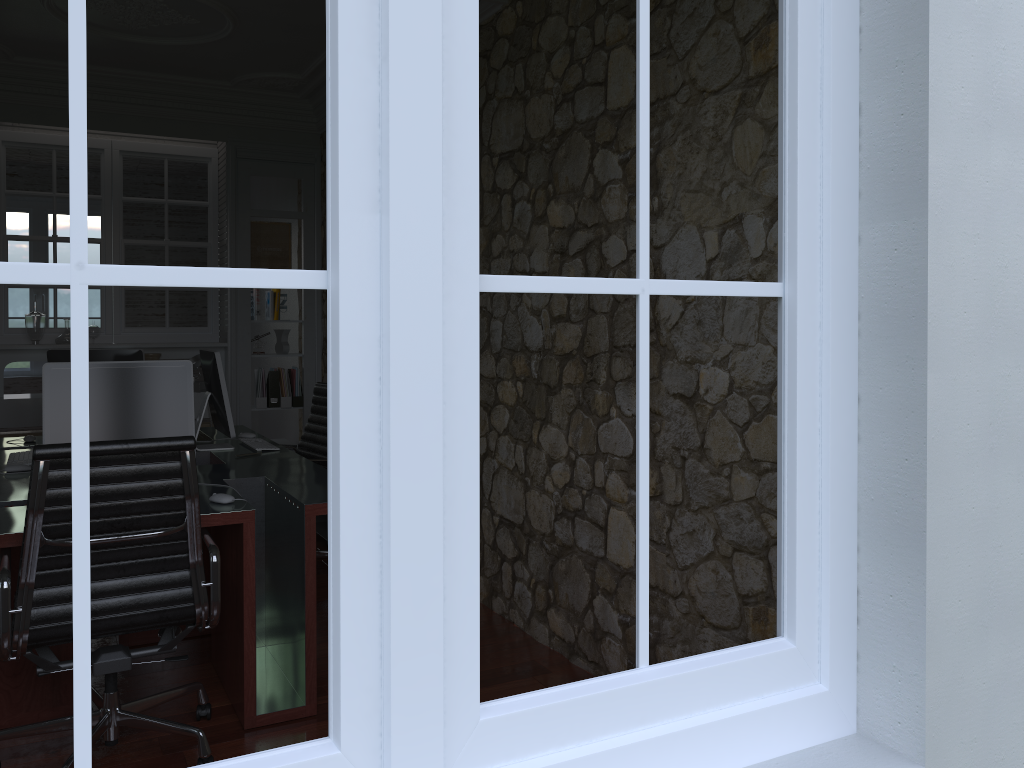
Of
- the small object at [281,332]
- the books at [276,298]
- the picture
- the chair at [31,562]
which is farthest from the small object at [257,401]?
the chair at [31,562]

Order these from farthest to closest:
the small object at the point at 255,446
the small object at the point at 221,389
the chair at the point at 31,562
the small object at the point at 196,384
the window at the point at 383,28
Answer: the small object at the point at 196,384 < the small object at the point at 255,446 < the small object at the point at 221,389 < the chair at the point at 31,562 < the window at the point at 383,28

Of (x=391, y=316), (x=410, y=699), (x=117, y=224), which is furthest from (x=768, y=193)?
(x=117, y=224)

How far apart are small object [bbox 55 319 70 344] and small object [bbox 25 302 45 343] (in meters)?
0.15

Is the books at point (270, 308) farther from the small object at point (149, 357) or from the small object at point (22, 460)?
the small object at point (22, 460)

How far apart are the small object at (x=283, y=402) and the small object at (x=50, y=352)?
2.1m

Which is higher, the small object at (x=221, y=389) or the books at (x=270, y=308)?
the books at (x=270, y=308)

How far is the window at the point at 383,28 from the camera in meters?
1.0

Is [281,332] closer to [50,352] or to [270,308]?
[270,308]

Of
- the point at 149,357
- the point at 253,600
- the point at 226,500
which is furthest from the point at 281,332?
the point at 253,600
